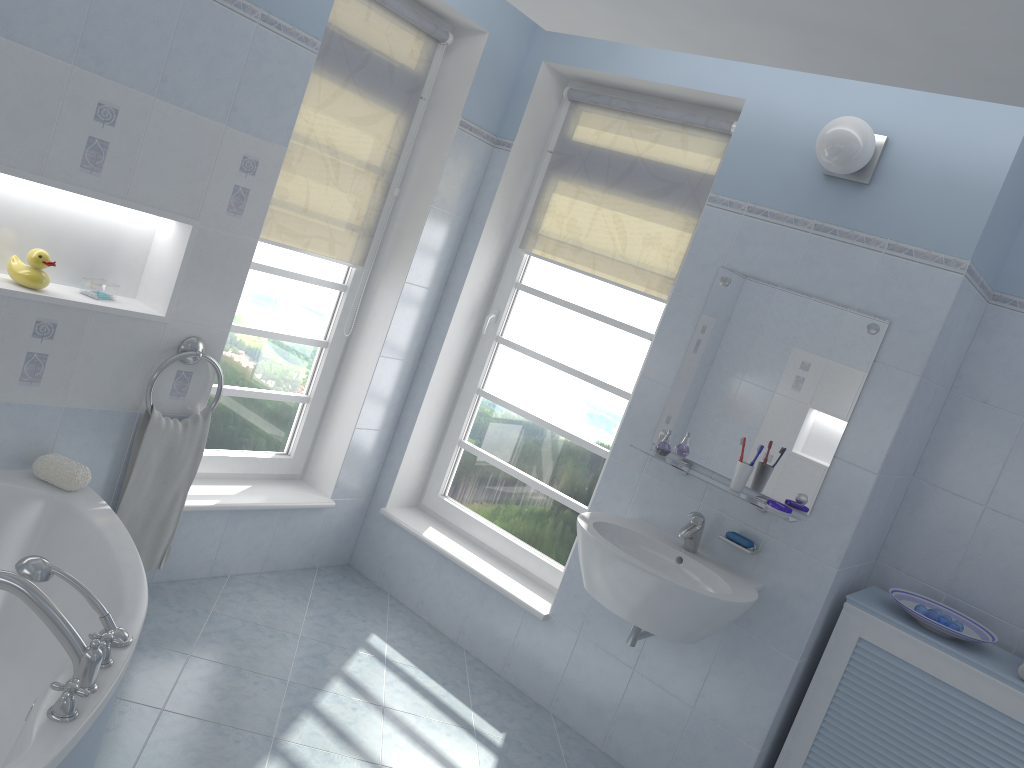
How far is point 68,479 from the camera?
2.7 meters

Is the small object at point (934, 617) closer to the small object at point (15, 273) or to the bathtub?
the bathtub

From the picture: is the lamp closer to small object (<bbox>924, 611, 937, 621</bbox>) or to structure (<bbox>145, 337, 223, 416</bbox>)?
small object (<bbox>924, 611, 937, 621</bbox>)

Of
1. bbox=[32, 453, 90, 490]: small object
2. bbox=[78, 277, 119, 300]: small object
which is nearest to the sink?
bbox=[32, 453, 90, 490]: small object

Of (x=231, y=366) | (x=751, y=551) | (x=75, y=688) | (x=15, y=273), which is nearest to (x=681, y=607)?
(x=751, y=551)

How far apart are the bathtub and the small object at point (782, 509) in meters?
1.9 m

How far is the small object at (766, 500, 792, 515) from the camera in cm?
284

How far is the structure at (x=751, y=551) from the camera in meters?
2.9

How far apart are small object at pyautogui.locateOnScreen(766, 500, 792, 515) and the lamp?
1.08m

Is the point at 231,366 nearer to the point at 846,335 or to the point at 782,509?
the point at 782,509
